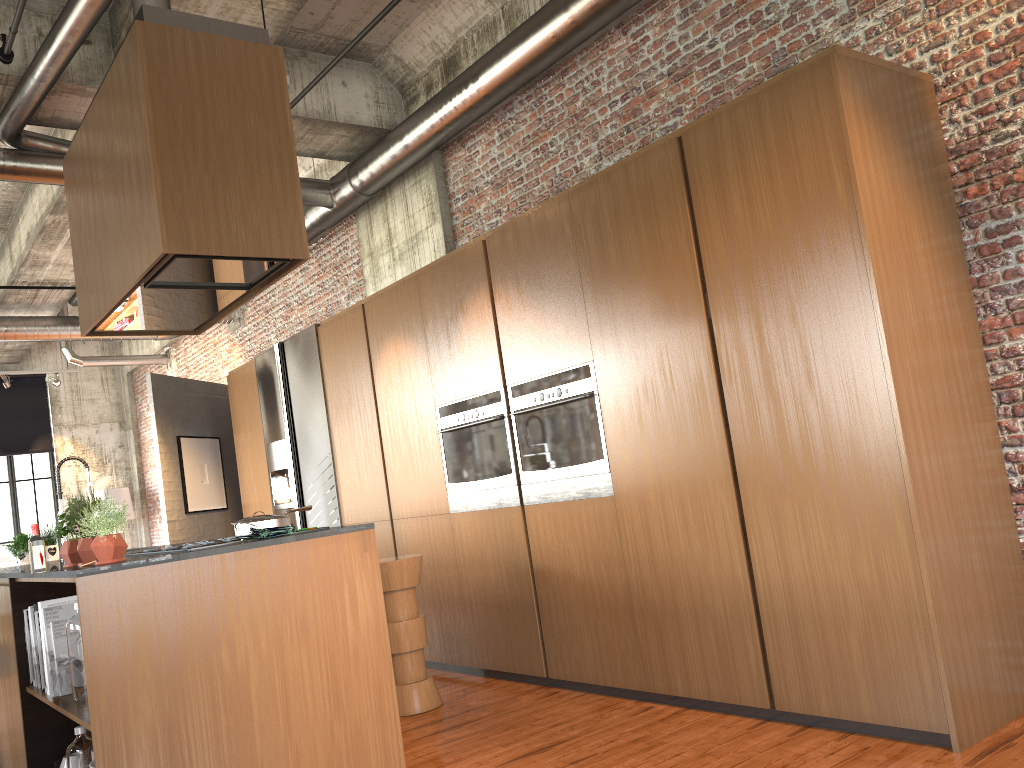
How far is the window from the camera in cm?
1526

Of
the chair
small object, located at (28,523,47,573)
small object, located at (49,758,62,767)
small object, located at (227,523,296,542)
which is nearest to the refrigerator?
the chair

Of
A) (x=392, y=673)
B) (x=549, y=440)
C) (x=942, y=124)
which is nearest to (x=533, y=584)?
(x=549, y=440)

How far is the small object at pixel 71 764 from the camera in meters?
4.0

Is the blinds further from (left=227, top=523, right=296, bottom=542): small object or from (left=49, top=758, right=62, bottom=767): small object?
(left=227, top=523, right=296, bottom=542): small object

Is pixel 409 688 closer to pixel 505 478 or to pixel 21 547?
pixel 505 478

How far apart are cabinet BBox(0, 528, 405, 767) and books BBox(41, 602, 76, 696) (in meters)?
0.03

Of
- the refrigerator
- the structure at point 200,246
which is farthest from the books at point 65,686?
the refrigerator

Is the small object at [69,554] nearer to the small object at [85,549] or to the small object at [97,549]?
the small object at [85,549]

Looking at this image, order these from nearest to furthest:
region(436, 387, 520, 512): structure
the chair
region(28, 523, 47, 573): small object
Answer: region(28, 523, 47, 573): small object
the chair
region(436, 387, 520, 512): structure
